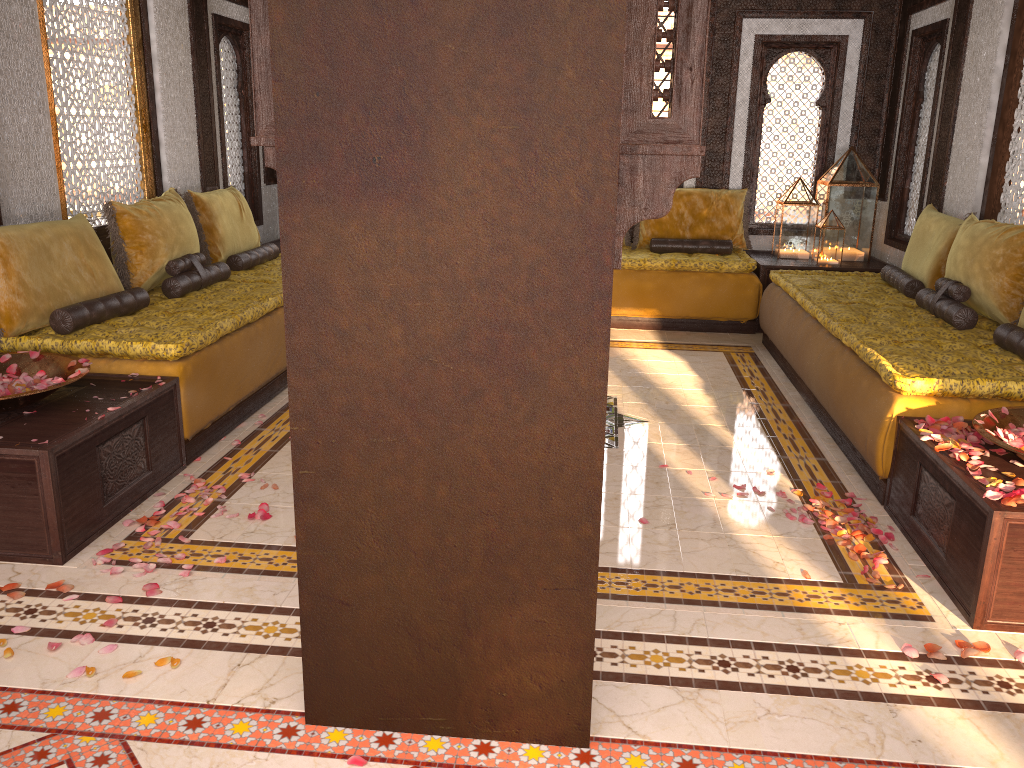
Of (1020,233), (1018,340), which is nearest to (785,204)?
(1020,233)

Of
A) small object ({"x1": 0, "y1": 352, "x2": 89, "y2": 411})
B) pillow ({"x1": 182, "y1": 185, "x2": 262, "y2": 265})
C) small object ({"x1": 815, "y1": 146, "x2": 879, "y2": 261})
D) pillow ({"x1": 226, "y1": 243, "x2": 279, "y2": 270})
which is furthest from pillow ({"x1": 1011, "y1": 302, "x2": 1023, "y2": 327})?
pillow ({"x1": 182, "y1": 185, "x2": 262, "y2": 265})

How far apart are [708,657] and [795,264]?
4.9m

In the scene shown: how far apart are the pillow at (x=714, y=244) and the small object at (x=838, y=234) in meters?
0.7 m

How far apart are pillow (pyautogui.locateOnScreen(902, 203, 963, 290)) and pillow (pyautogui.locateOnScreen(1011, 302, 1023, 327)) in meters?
1.1

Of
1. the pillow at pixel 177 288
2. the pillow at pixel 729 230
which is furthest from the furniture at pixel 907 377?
the pillow at pixel 177 288

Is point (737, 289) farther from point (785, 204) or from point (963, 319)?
point (963, 319)

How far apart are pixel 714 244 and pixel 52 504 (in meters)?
5.59

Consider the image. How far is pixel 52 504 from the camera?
3.0 meters

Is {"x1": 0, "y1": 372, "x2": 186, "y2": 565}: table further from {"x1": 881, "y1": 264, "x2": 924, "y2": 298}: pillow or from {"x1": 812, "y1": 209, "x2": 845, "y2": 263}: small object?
{"x1": 812, "y1": 209, "x2": 845, "y2": 263}: small object
